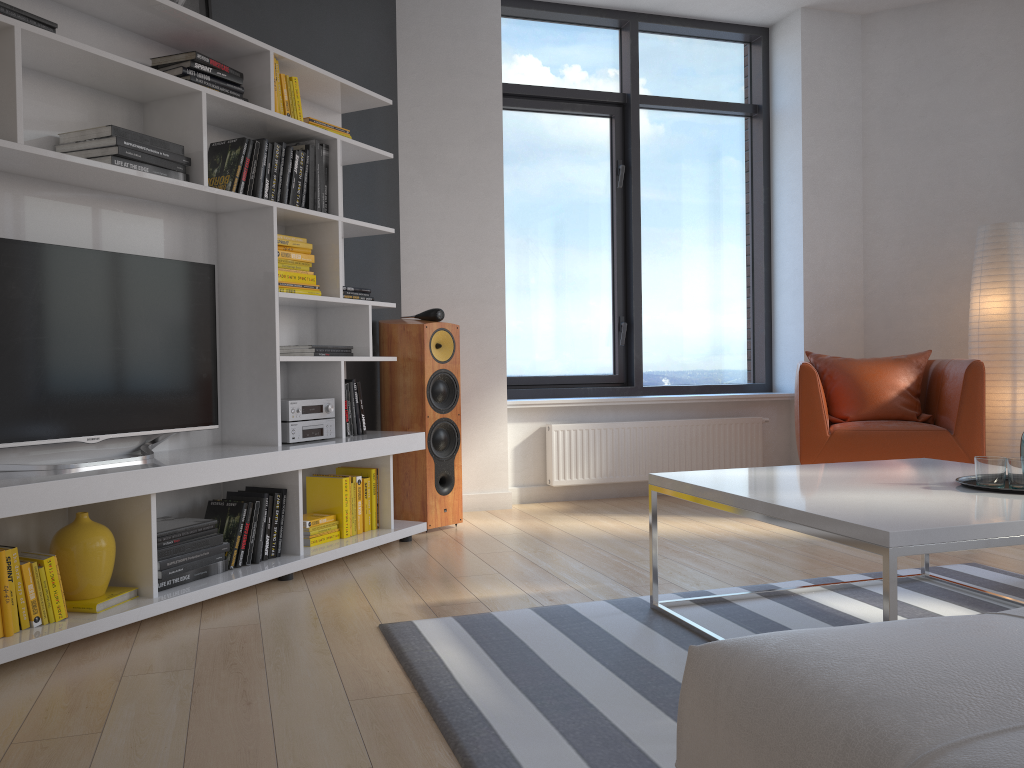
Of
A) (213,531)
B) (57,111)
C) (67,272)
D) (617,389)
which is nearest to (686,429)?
(617,389)

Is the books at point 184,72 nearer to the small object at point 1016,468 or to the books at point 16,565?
the books at point 16,565

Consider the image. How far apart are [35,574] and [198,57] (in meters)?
1.84

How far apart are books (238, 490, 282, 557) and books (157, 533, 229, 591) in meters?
0.2 m

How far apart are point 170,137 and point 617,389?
3.1m

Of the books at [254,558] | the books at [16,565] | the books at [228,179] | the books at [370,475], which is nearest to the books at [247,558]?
the books at [254,558]

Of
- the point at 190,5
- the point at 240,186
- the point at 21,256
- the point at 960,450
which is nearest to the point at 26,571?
the point at 21,256

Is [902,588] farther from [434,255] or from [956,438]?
[434,255]

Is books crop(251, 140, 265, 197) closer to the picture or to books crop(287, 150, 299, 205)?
books crop(287, 150, 299, 205)

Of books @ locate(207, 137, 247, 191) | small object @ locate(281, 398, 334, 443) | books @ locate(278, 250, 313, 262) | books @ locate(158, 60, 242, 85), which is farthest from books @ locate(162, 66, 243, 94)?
small object @ locate(281, 398, 334, 443)
